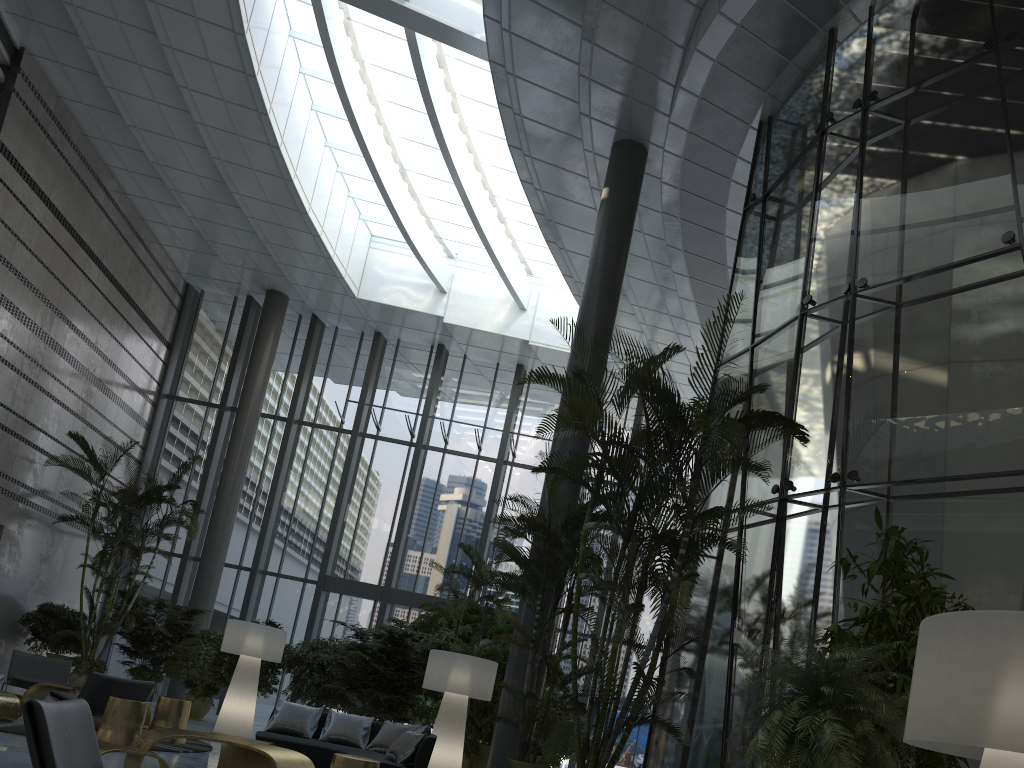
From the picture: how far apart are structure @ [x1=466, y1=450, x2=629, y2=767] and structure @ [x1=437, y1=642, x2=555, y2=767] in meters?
2.3

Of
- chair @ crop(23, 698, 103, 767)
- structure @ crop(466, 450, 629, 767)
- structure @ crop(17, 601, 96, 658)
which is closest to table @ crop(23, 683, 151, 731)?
structure @ crop(466, 450, 629, 767)

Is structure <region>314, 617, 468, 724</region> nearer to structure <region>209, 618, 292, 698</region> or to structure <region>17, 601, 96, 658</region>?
structure <region>209, 618, 292, 698</region>

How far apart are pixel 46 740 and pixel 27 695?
7.2m

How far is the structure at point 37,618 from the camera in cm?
1376

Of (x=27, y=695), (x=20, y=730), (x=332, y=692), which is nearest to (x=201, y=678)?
(x=332, y=692)

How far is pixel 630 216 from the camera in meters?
11.7

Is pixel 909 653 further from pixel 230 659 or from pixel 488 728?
pixel 230 659

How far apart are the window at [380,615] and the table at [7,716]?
8.5 meters

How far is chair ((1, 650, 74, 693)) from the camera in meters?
9.5 m
